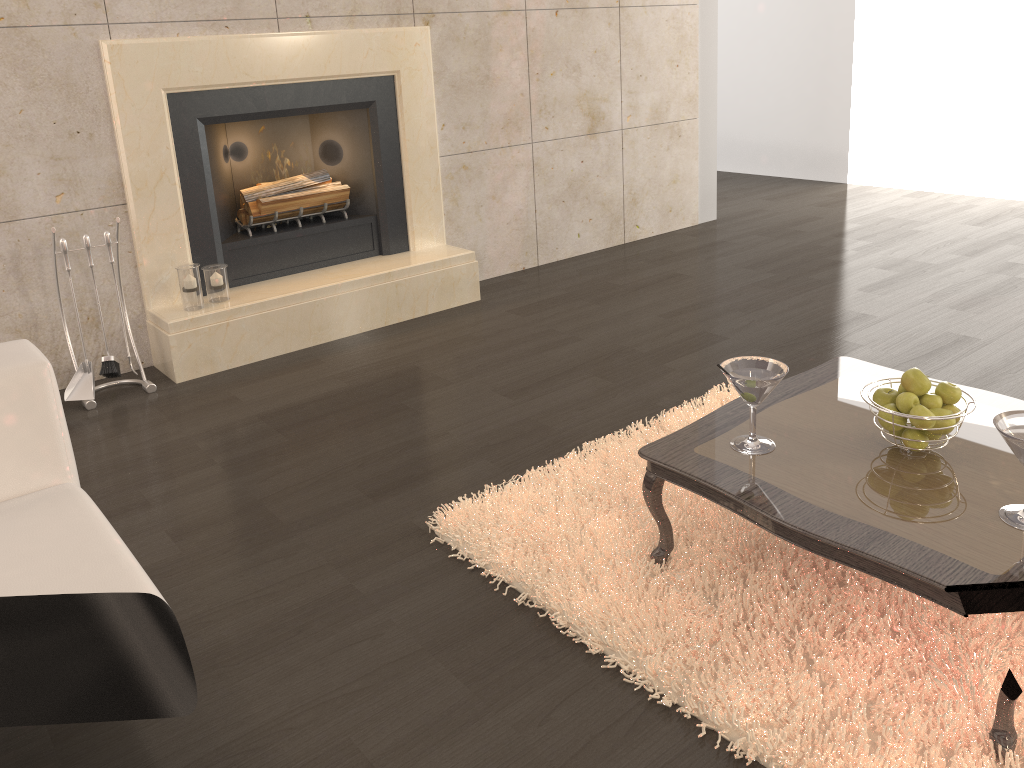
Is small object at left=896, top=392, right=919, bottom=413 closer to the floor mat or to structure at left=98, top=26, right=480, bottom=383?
the floor mat

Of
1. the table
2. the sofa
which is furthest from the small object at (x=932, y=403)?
the sofa

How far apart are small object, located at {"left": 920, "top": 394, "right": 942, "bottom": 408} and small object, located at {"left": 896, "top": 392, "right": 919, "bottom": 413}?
0.0m

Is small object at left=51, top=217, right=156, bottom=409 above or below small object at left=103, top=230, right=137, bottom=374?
below

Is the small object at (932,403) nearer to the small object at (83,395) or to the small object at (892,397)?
the small object at (892,397)

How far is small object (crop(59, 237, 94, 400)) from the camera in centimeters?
334cm

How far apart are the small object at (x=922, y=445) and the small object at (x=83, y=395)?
2.8 meters

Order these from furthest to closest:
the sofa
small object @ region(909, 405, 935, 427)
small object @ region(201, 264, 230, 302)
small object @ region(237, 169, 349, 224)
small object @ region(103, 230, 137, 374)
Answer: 1. small object @ region(237, 169, 349, 224)
2. small object @ region(201, 264, 230, 302)
3. small object @ region(103, 230, 137, 374)
4. small object @ region(909, 405, 935, 427)
5. the sofa

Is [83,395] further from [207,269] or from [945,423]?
[945,423]

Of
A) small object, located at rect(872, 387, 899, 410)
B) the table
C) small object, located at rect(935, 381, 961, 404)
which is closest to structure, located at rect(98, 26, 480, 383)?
the table
